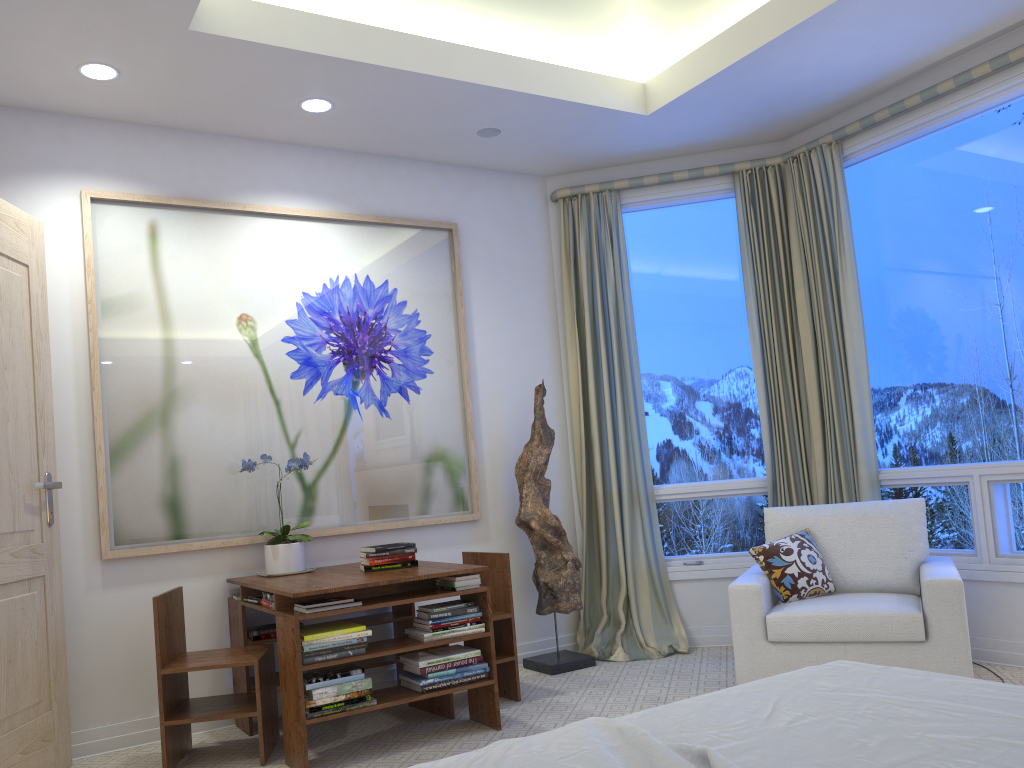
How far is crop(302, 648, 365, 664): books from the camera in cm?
289

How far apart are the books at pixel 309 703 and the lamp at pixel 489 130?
2.51m

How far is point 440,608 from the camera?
3.2m

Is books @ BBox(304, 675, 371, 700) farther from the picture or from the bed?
the bed

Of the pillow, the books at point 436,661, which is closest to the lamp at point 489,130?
the pillow

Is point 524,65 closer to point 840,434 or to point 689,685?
point 840,434

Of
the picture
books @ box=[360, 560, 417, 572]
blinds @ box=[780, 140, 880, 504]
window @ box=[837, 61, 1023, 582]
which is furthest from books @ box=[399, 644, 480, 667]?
window @ box=[837, 61, 1023, 582]

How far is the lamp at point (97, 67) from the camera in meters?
3.2 m

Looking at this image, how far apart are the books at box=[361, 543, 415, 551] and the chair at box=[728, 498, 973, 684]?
1.3 meters

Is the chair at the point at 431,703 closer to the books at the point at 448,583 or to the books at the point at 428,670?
the books at the point at 428,670
